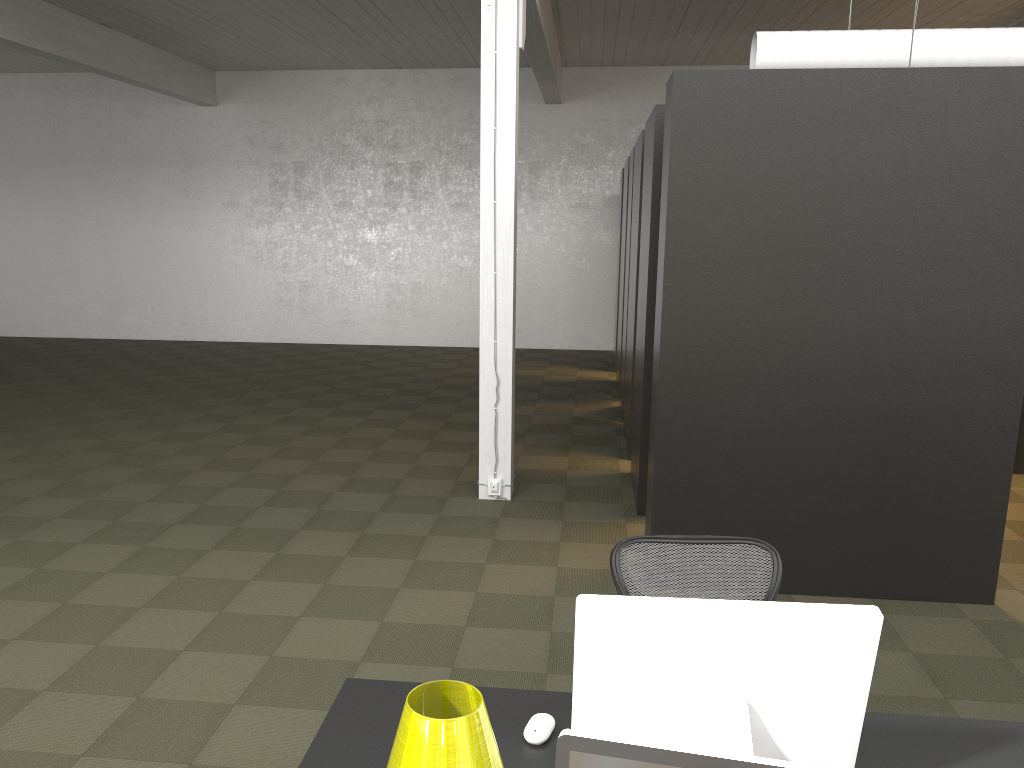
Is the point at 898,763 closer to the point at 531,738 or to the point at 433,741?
the point at 531,738

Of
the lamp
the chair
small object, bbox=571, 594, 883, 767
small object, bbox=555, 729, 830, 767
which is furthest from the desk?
small object, bbox=555, 729, 830, 767

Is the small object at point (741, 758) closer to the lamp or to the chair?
the lamp

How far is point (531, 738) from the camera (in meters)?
2.26

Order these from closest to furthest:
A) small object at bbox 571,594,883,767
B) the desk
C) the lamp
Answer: the lamp → small object at bbox 571,594,883,767 → the desk

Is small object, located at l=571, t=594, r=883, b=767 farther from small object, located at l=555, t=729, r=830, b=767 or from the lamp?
small object, located at l=555, t=729, r=830, b=767

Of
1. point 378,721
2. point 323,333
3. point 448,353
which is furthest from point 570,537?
point 323,333

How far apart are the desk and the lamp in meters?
0.5 m

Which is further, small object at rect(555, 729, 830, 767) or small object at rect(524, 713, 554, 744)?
small object at rect(524, 713, 554, 744)

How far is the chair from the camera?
3.05m
